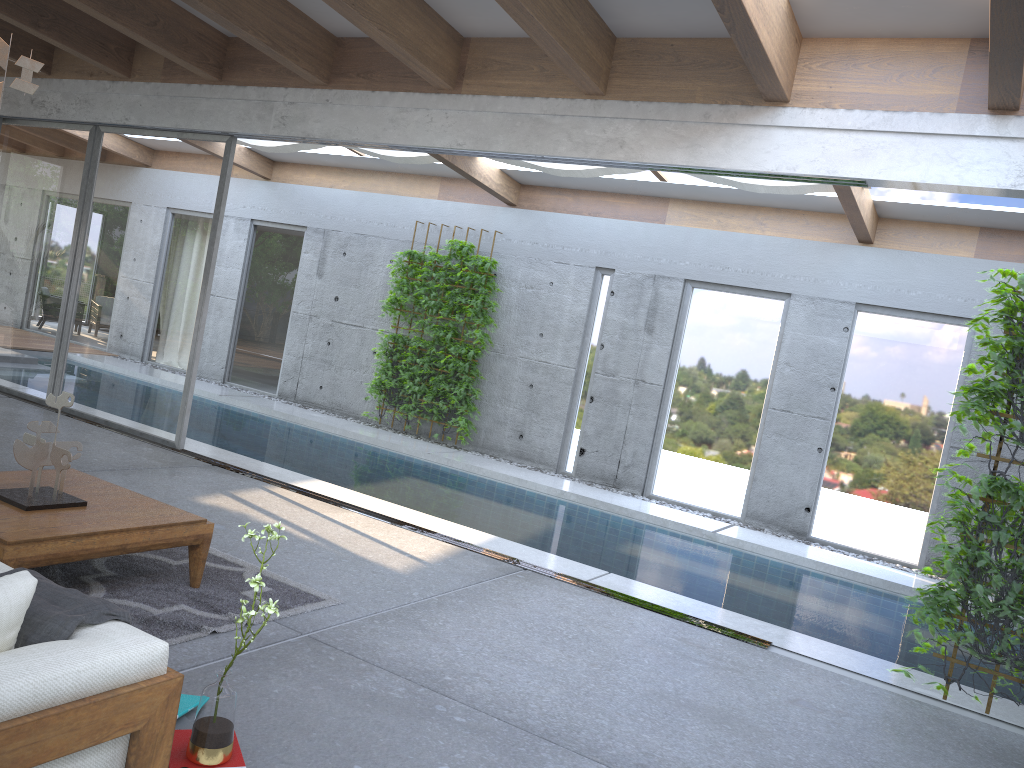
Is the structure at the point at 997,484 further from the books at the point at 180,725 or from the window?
the books at the point at 180,725

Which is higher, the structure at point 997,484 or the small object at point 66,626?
the structure at point 997,484

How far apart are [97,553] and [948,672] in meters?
4.2 m

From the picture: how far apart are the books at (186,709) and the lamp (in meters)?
2.43

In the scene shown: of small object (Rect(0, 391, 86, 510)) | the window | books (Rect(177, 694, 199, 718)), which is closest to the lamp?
small object (Rect(0, 391, 86, 510))

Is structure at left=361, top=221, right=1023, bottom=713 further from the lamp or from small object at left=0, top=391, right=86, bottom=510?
the lamp

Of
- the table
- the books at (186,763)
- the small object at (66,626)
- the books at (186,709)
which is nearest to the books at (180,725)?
the books at (186,709)

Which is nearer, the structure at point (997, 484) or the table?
the table

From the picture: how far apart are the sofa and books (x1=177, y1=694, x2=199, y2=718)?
0.5 meters

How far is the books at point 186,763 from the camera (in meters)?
2.62
